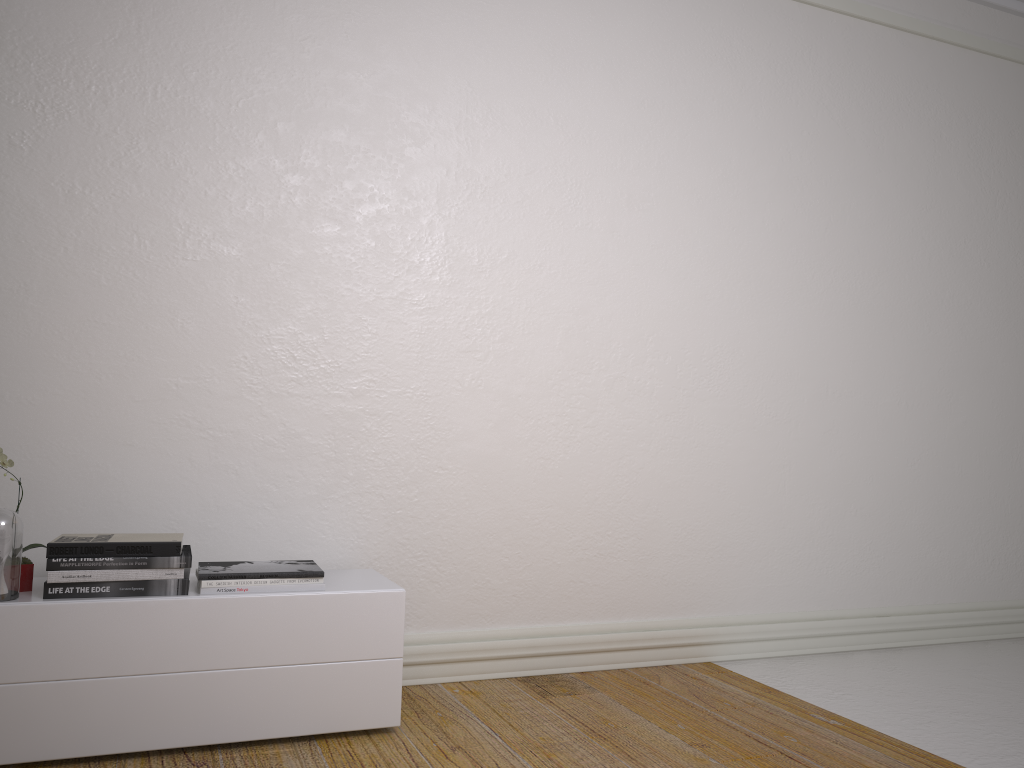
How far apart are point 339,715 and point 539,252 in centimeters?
181cm

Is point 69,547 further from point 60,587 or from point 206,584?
point 206,584

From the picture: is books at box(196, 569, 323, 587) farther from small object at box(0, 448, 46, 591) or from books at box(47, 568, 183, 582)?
small object at box(0, 448, 46, 591)

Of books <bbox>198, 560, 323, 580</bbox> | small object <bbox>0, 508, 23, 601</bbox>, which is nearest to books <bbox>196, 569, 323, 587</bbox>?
books <bbox>198, 560, 323, 580</bbox>

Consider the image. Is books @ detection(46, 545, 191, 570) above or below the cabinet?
above

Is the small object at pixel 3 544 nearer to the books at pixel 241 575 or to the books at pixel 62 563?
the books at pixel 62 563

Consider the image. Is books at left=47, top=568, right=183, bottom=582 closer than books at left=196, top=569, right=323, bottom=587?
Yes

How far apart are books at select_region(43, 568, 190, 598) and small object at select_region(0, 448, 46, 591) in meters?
0.2

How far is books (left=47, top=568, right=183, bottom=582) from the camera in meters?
2.3 m

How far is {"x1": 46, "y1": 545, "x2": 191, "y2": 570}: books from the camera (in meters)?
2.34
